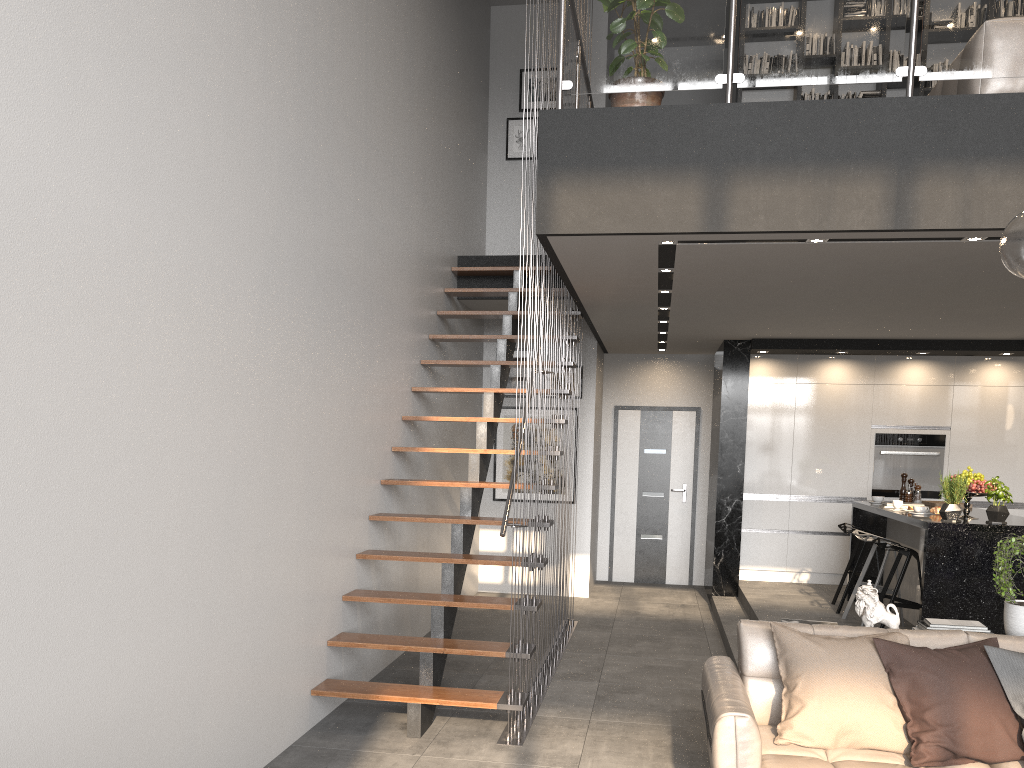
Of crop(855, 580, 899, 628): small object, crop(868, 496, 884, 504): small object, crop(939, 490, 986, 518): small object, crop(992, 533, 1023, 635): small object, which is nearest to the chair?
crop(868, 496, 884, 504): small object

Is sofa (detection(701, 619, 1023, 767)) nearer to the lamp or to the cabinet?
the lamp

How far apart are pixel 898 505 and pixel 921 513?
0.62m

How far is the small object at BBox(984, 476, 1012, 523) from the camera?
5.67m

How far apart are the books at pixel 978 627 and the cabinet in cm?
162

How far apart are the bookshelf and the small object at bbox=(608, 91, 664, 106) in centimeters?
419cm

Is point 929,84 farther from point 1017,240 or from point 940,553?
point 1017,240

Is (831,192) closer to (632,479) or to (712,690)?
(712,690)

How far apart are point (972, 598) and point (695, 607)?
3.3m

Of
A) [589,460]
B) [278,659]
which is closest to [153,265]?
[278,659]
